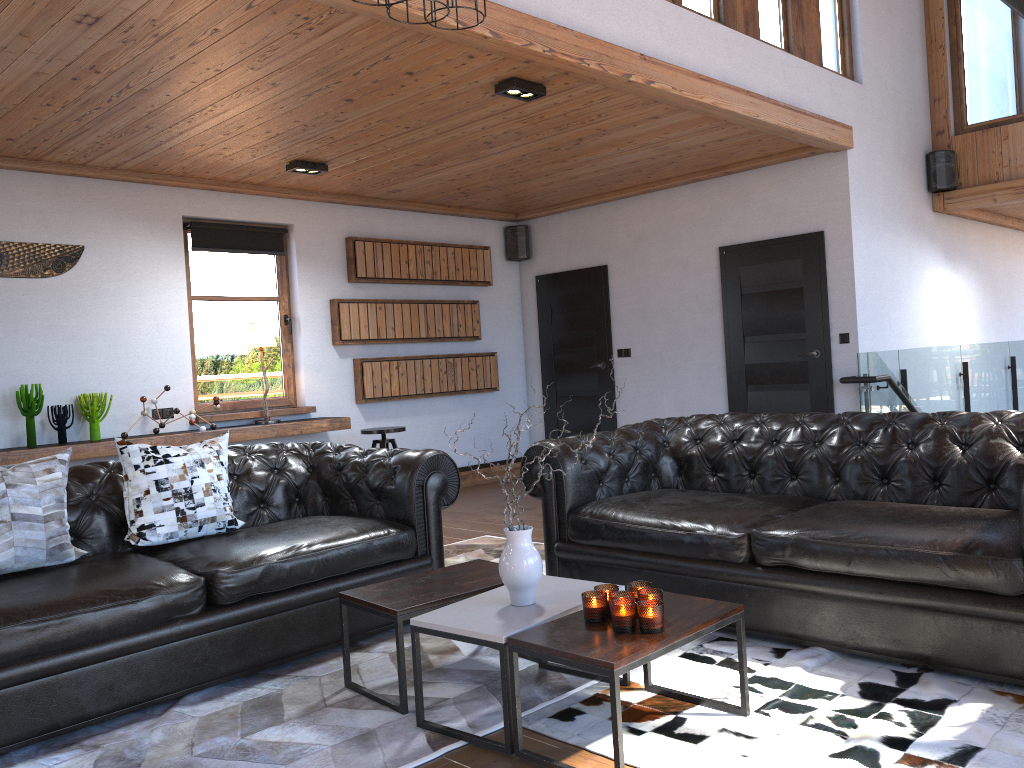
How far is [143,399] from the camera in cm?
618

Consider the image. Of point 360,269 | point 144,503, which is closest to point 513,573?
point 144,503

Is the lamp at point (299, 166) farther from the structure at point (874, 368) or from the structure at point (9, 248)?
the structure at point (874, 368)

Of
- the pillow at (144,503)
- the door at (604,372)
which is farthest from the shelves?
the door at (604,372)

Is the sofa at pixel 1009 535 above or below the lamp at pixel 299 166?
below

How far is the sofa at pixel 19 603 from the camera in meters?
2.9

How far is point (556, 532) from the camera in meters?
4.2 m

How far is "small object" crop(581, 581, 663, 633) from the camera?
2.5 meters

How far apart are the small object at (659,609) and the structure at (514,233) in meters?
6.5

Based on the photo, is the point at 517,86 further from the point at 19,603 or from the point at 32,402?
the point at 32,402
